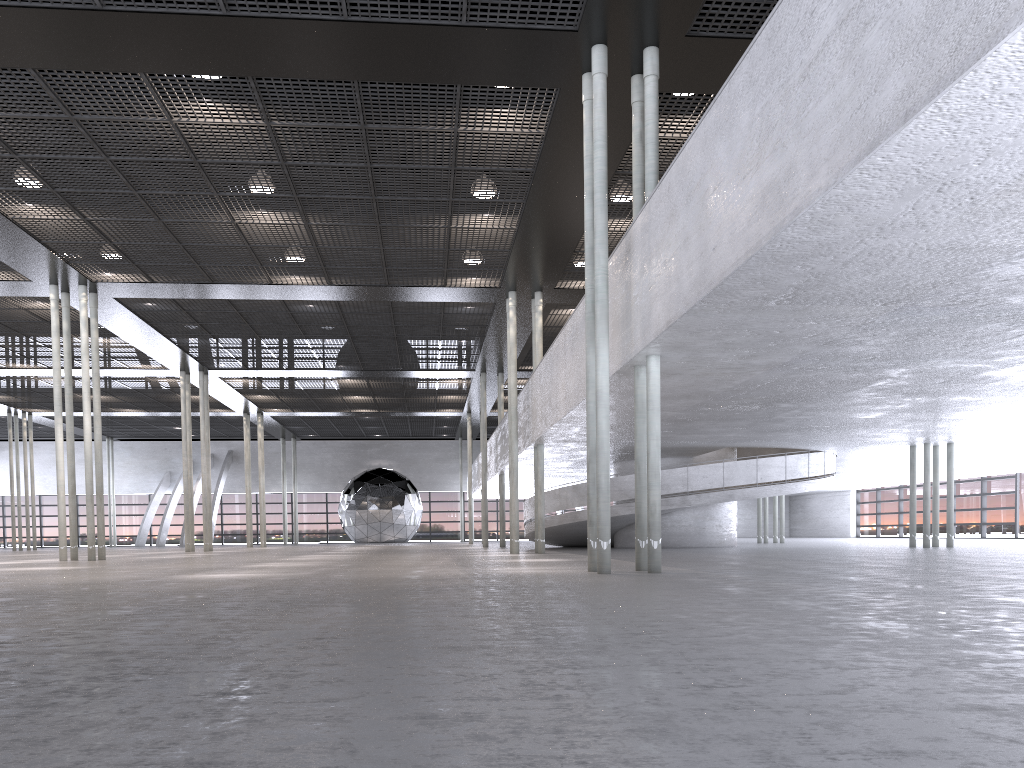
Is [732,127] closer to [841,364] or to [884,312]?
[884,312]
